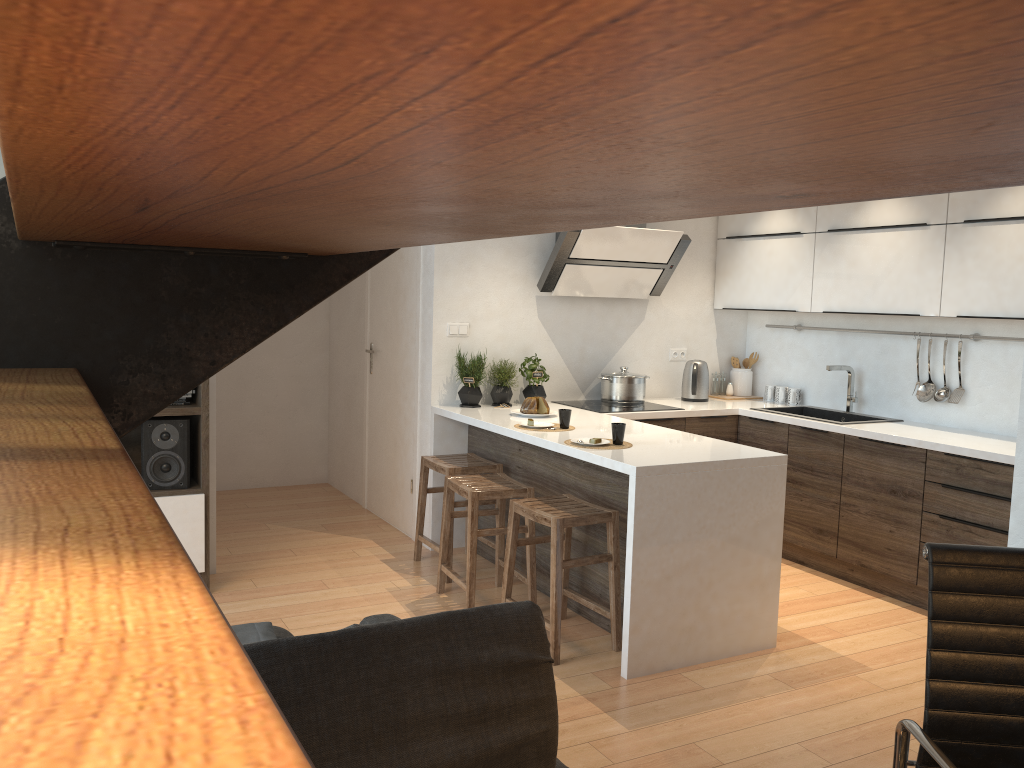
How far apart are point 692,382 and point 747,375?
0.59m

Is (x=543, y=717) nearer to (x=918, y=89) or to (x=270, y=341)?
(x=918, y=89)

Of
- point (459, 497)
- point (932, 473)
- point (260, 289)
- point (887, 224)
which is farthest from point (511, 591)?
point (260, 289)

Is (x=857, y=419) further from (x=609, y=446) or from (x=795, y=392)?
(x=609, y=446)

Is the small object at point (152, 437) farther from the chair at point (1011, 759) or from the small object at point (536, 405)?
the chair at point (1011, 759)

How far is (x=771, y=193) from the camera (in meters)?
0.34

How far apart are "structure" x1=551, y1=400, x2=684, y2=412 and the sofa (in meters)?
2.71

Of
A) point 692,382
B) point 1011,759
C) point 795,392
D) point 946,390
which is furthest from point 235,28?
point 795,392

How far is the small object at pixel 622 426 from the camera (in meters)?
3.88

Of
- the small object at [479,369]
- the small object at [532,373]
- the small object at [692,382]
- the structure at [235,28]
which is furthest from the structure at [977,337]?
the structure at [235,28]
